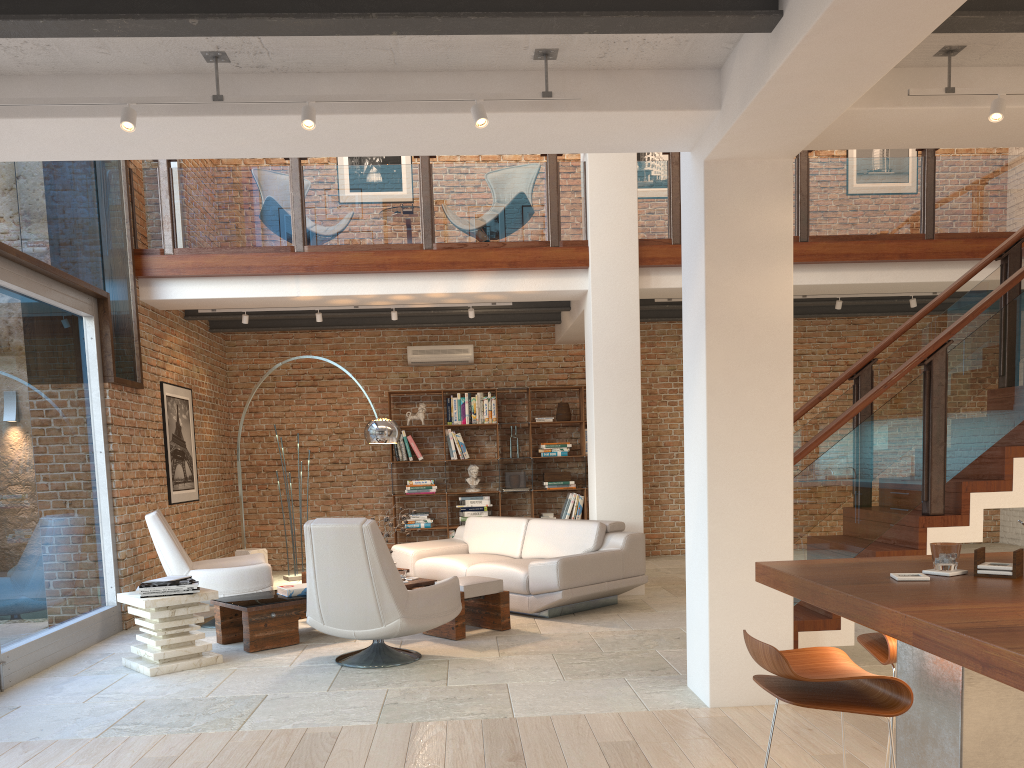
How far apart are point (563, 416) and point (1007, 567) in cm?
829

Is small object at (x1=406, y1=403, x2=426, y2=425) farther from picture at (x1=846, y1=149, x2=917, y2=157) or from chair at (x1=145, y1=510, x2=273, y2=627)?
picture at (x1=846, y1=149, x2=917, y2=157)

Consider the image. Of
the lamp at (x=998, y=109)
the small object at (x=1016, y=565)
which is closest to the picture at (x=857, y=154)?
the lamp at (x=998, y=109)

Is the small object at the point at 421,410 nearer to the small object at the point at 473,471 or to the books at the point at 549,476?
the small object at the point at 473,471

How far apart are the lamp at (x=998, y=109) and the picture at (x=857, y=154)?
7.98m

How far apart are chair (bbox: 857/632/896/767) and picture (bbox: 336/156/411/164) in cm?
929

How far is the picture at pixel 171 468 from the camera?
8.5m

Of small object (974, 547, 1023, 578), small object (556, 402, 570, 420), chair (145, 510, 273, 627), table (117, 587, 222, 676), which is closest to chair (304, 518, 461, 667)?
table (117, 587, 222, 676)

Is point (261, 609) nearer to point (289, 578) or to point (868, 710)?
point (289, 578)

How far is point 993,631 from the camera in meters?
1.8
